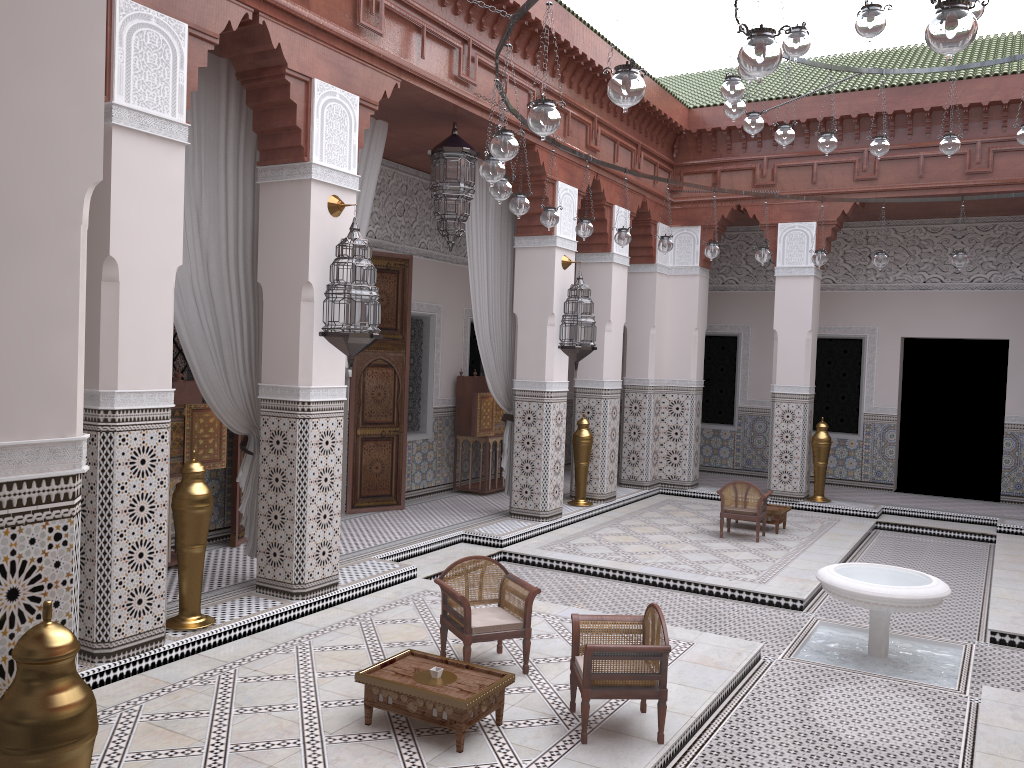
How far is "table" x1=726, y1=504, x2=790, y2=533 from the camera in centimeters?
484cm

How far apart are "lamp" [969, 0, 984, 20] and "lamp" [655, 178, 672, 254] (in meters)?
2.09

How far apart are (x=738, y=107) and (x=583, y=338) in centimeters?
168cm

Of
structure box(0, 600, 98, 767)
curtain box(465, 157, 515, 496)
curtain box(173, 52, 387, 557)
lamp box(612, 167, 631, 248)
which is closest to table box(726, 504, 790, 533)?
curtain box(465, 157, 515, 496)

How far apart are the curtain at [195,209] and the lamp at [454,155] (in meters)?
0.24

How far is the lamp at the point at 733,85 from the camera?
2.94m

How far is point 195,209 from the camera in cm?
294

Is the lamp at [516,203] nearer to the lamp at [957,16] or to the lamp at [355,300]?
the lamp at [355,300]

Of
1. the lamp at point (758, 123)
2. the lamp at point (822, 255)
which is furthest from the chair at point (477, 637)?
the lamp at point (822, 255)

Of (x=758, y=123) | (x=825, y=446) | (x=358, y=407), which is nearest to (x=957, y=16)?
(x=758, y=123)
